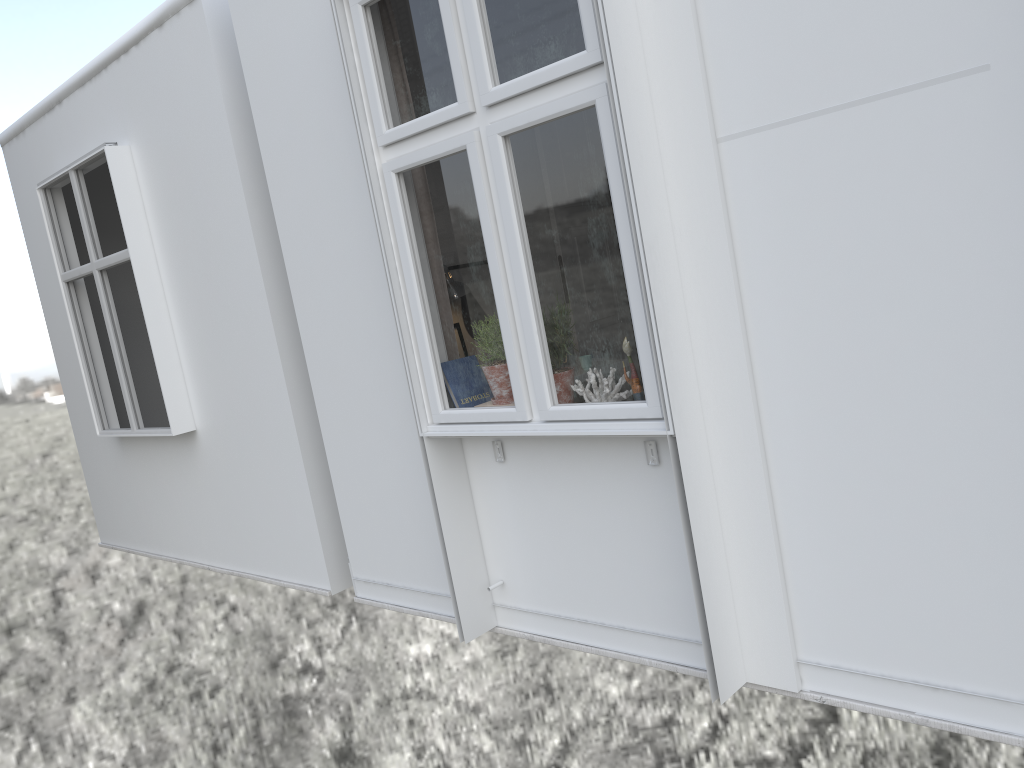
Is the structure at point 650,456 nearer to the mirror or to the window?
the window

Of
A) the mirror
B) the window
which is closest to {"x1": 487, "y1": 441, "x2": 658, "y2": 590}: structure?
the window

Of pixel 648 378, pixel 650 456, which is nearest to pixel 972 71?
pixel 648 378

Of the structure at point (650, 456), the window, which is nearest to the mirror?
the window

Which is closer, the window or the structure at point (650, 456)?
the window

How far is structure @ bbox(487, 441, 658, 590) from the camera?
2.7 meters

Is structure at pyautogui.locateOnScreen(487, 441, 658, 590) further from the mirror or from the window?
the mirror

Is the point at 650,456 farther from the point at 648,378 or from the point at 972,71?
the point at 972,71

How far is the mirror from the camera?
1.9m

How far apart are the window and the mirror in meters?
0.3
